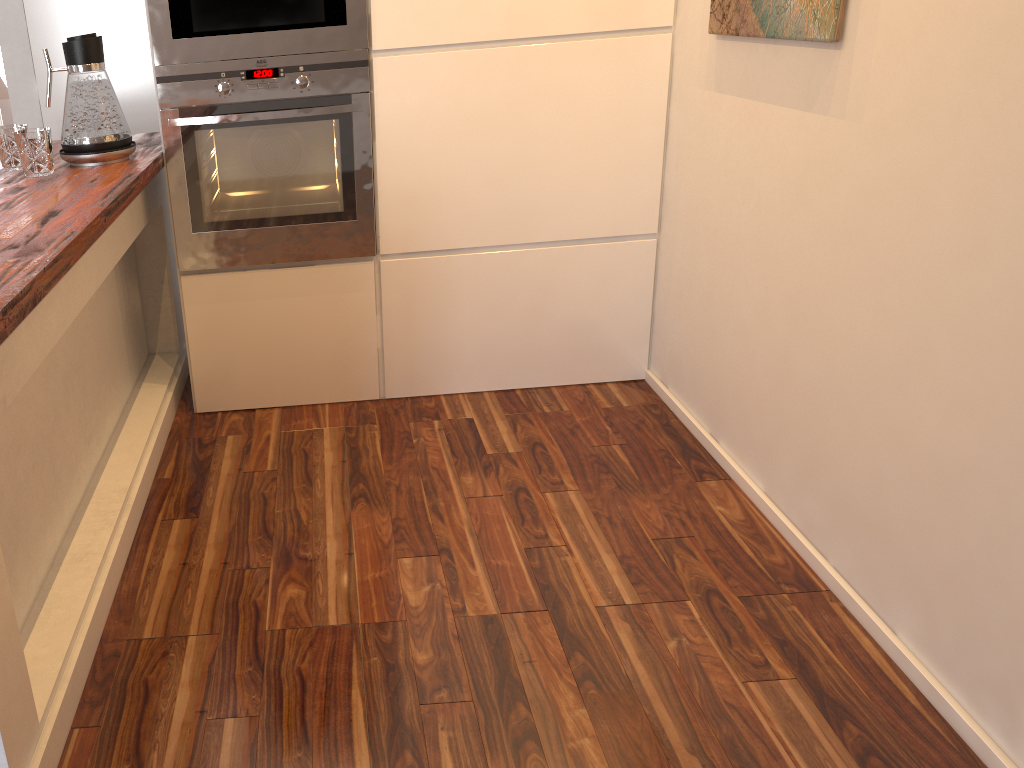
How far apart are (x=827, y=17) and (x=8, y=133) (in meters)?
1.87

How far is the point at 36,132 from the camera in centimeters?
199cm

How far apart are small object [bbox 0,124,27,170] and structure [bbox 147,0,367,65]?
0.37m

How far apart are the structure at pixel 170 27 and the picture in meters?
0.9

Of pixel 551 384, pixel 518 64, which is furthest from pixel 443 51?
pixel 551 384

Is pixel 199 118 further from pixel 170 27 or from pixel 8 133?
pixel 8 133

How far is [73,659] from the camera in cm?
155

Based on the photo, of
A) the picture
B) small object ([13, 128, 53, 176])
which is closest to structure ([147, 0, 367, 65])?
small object ([13, 128, 53, 176])

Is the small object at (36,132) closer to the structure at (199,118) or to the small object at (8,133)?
the small object at (8,133)

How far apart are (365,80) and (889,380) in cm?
150
